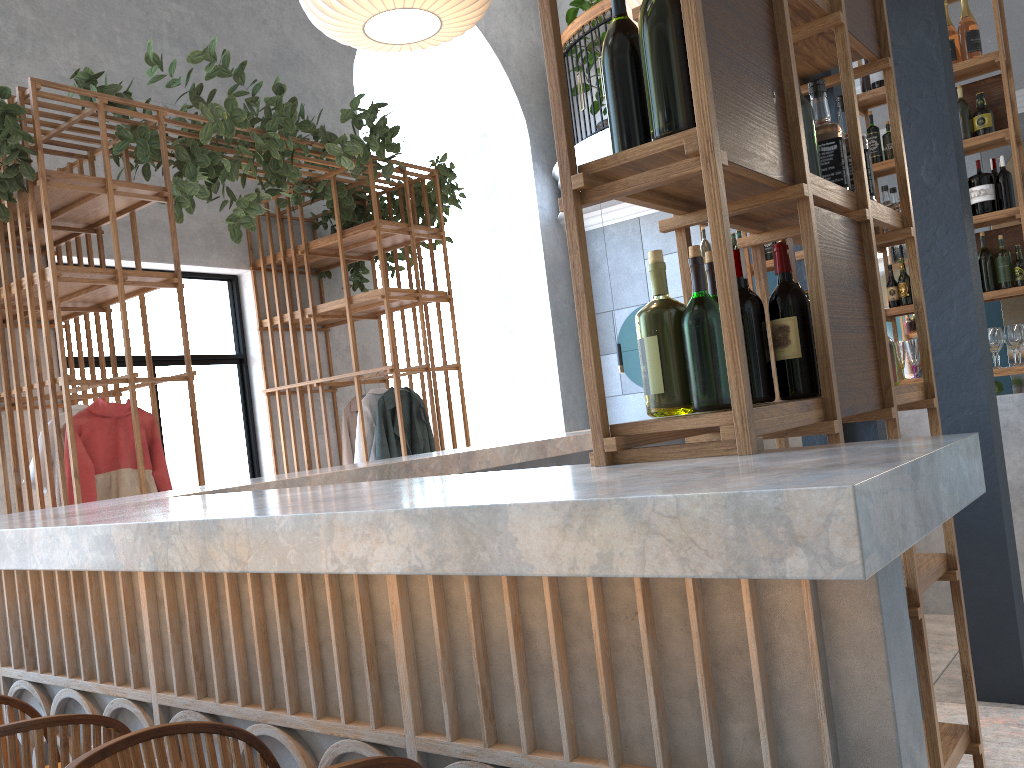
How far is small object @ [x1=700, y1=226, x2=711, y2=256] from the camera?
5.90m

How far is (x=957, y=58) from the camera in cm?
500

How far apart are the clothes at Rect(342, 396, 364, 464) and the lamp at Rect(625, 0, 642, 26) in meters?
3.2

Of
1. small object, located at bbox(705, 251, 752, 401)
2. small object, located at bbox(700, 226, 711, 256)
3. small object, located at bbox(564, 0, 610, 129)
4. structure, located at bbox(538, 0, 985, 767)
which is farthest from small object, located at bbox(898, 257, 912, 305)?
small object, located at bbox(564, 0, 610, 129)

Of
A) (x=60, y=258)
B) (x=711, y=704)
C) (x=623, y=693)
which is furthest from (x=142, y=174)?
(x=711, y=704)

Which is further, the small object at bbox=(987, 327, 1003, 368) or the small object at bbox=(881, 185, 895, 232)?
the small object at bbox=(881, 185, 895, 232)

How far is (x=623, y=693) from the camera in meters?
1.2

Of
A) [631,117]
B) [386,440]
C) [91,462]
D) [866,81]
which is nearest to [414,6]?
[631,117]

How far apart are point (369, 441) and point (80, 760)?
4.84m

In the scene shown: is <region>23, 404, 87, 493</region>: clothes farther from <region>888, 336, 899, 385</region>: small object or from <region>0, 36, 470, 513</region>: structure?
<region>888, 336, 899, 385</region>: small object
